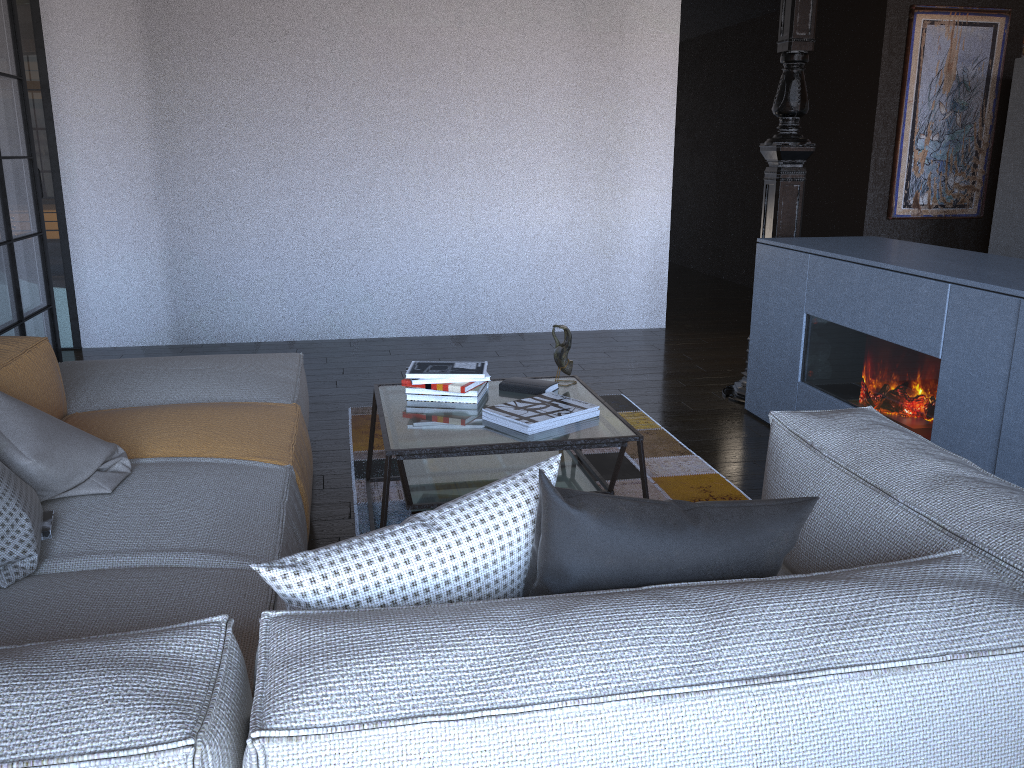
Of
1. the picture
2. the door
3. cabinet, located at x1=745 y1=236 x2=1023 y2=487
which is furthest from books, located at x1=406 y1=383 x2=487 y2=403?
the picture

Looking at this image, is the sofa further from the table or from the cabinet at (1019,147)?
the cabinet at (1019,147)

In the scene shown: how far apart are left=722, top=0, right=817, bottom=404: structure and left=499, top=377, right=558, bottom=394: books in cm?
171

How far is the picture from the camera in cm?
623

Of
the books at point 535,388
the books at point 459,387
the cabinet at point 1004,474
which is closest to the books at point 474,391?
the books at point 459,387

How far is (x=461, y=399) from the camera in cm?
298

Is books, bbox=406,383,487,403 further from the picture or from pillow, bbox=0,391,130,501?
the picture

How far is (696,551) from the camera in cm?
128

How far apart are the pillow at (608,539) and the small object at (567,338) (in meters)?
1.81

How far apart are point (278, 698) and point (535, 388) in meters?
2.2 m
